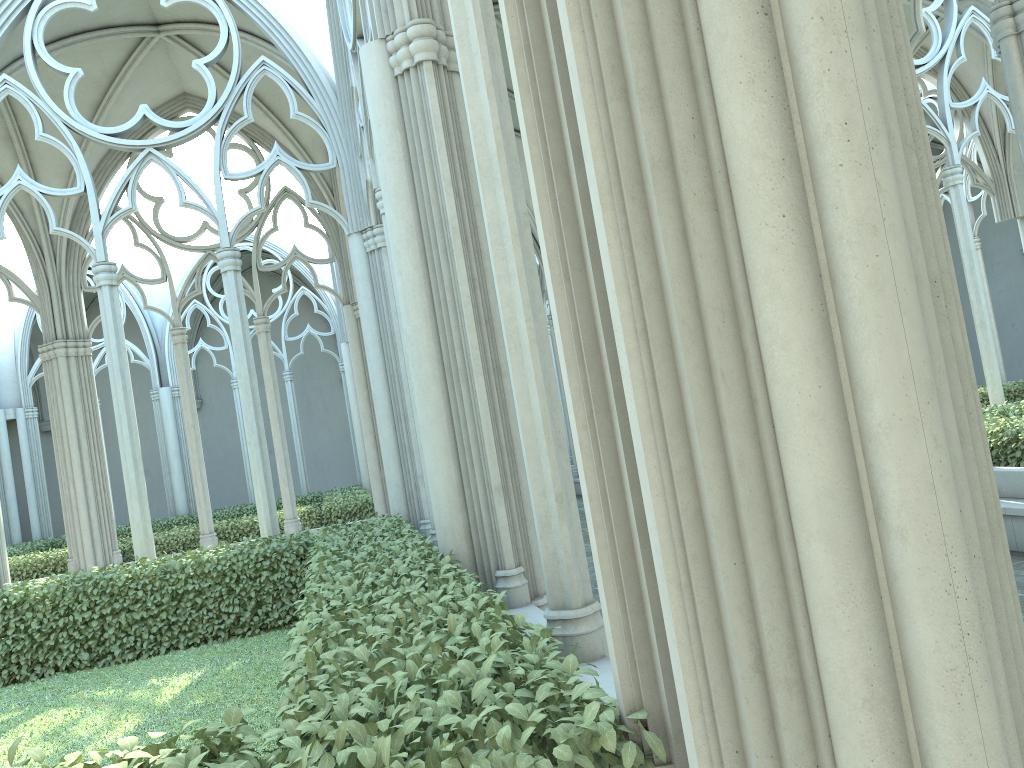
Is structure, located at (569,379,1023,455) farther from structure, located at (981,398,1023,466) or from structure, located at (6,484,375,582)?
structure, located at (6,484,375,582)

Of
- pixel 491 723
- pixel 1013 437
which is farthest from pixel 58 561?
pixel 491 723

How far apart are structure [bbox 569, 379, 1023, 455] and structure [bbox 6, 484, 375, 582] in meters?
11.8 m

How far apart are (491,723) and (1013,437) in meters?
7.3 m

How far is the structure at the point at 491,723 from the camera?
2.06m

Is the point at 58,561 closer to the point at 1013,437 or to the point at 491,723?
the point at 1013,437

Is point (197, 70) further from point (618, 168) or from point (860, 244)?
point (860, 244)

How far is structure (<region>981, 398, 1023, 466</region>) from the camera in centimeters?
783cm

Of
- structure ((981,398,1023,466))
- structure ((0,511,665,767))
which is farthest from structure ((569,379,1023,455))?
structure ((0,511,665,767))

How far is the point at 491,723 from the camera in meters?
2.1
